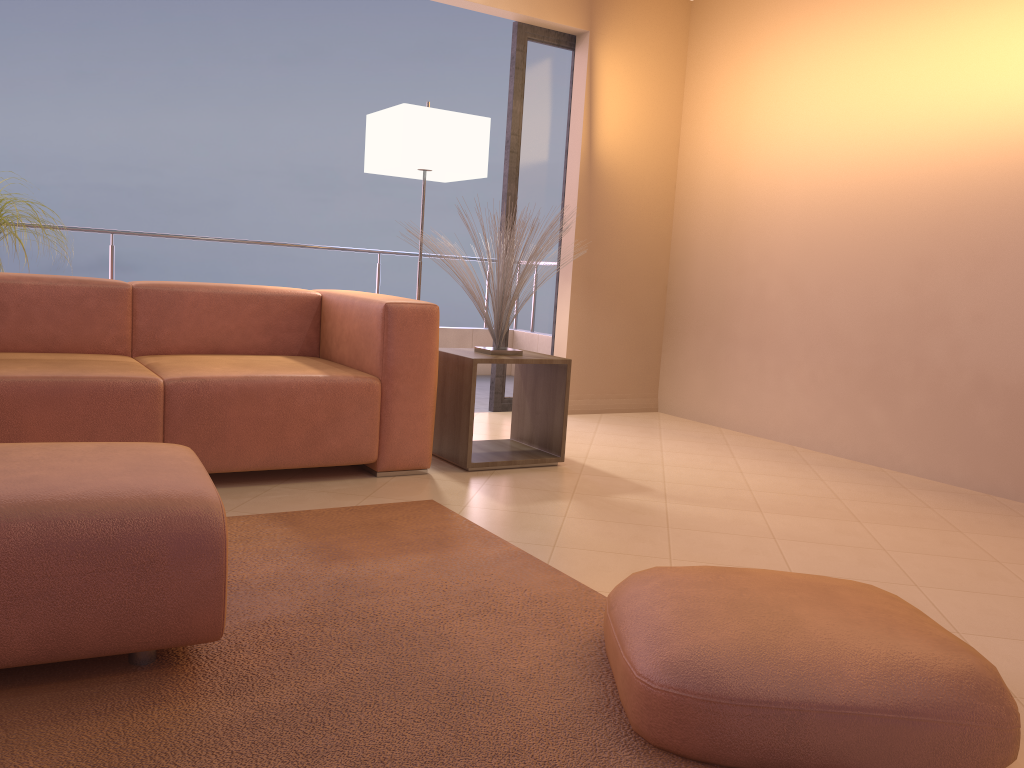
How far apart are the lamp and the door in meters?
0.4

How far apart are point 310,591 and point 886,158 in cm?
338

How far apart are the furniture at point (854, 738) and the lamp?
2.63m

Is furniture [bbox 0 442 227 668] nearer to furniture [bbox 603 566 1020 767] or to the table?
furniture [bbox 603 566 1020 767]

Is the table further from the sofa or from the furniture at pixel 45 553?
the furniture at pixel 45 553

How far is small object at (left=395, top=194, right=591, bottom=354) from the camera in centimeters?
364cm

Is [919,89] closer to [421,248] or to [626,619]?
[421,248]

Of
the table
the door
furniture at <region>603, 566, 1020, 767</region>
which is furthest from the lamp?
furniture at <region>603, 566, 1020, 767</region>

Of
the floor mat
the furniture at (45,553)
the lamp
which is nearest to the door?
the lamp

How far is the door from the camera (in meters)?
4.90
